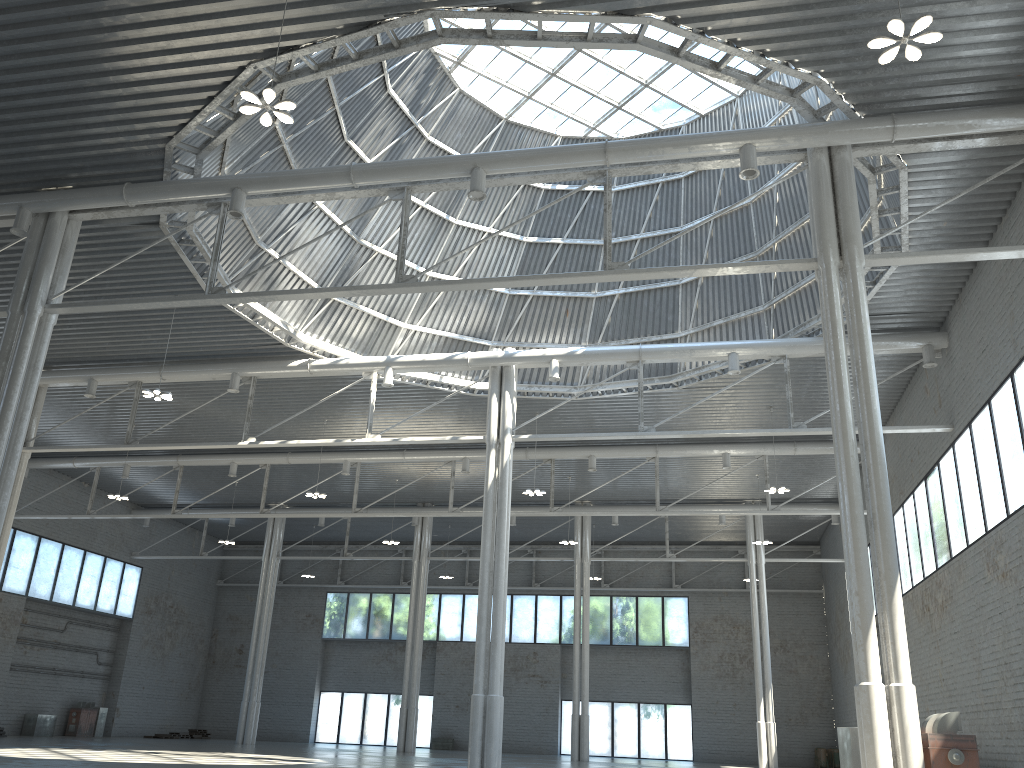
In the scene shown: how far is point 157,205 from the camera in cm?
2625

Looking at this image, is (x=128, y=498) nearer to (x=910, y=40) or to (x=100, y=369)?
(x=100, y=369)
